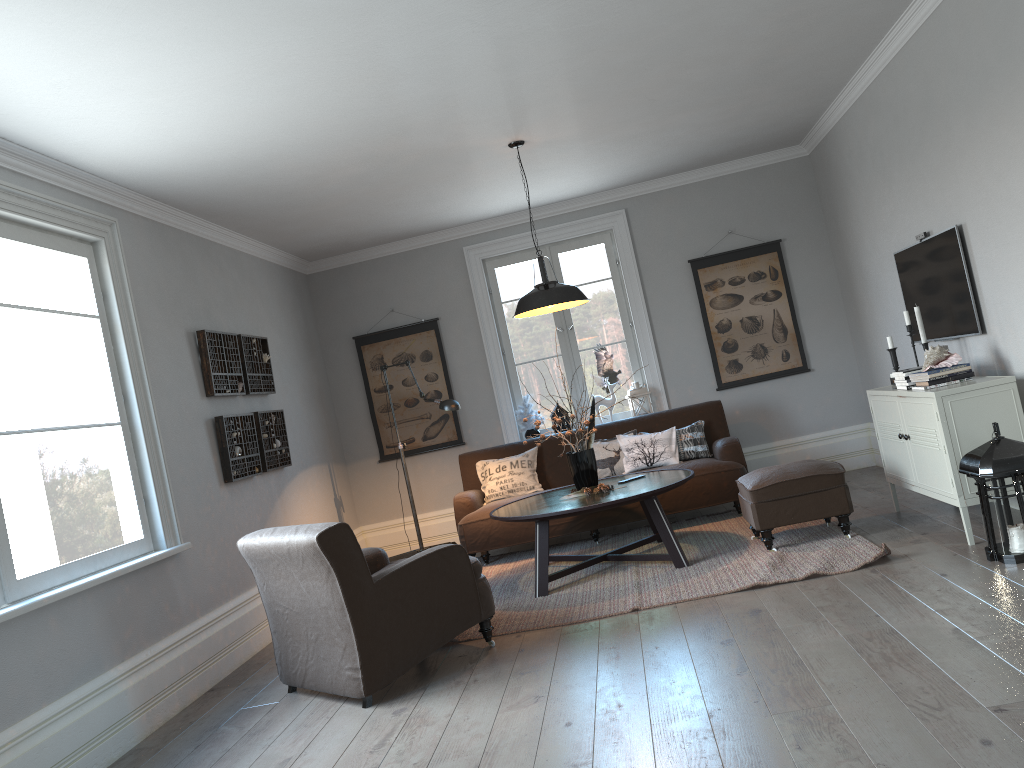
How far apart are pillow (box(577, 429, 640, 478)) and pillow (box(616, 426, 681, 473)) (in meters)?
0.05

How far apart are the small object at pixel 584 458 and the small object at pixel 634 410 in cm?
192

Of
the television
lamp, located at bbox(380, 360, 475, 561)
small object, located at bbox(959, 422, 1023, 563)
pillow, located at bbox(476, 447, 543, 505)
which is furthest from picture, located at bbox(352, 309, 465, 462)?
small object, located at bbox(959, 422, 1023, 563)

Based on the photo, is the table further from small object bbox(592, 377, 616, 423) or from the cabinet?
small object bbox(592, 377, 616, 423)

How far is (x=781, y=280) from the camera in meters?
7.4

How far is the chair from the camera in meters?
3.8

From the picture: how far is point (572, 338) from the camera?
7.7m

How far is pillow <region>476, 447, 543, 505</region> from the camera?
6.84m

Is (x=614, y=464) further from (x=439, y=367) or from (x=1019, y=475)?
(x=1019, y=475)

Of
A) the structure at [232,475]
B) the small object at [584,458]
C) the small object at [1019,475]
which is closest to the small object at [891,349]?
the small object at [1019,475]
